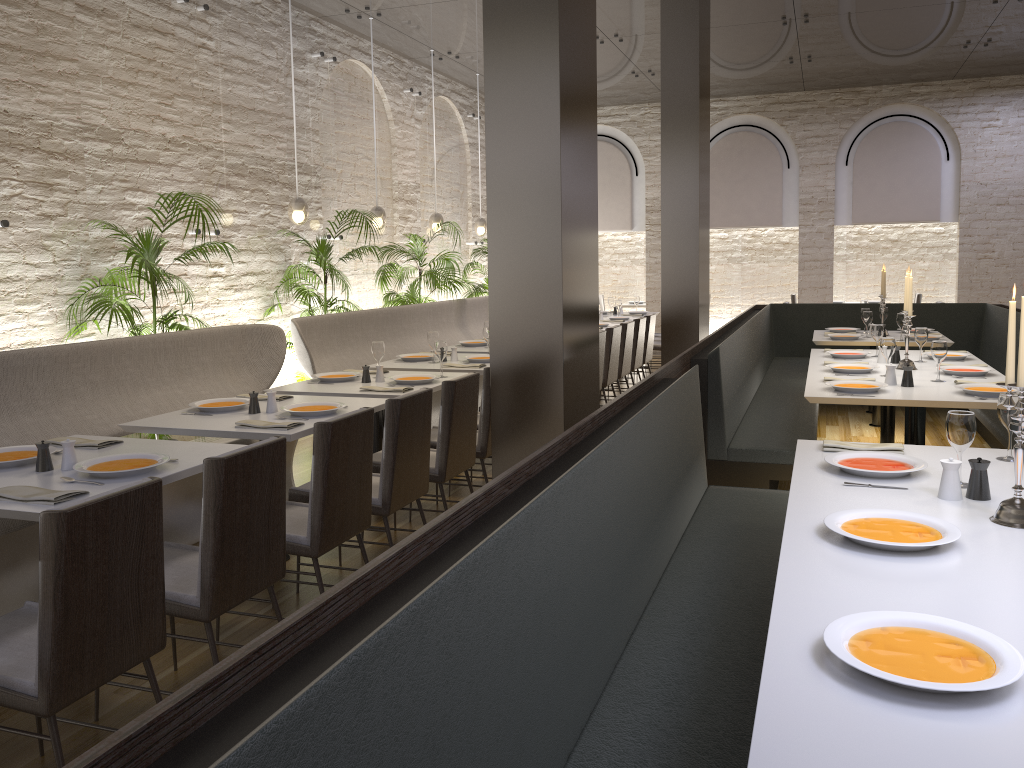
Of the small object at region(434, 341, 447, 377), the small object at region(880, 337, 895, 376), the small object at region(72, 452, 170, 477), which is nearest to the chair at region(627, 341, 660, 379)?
the small object at region(880, 337, 895, 376)

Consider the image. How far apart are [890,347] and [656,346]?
5.37m

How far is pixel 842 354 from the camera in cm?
620

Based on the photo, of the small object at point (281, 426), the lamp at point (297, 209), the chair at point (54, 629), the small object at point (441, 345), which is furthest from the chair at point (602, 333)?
the chair at point (54, 629)

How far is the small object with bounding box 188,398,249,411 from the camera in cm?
439

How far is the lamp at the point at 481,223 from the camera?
11.2m

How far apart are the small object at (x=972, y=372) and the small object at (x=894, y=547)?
3.26m

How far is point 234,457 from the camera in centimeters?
273cm

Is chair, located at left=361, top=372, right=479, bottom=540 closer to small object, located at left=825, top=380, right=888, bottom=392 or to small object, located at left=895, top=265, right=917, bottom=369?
small object, located at left=825, top=380, right=888, bottom=392

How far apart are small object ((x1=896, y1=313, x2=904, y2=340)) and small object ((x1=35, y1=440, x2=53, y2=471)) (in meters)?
6.53
